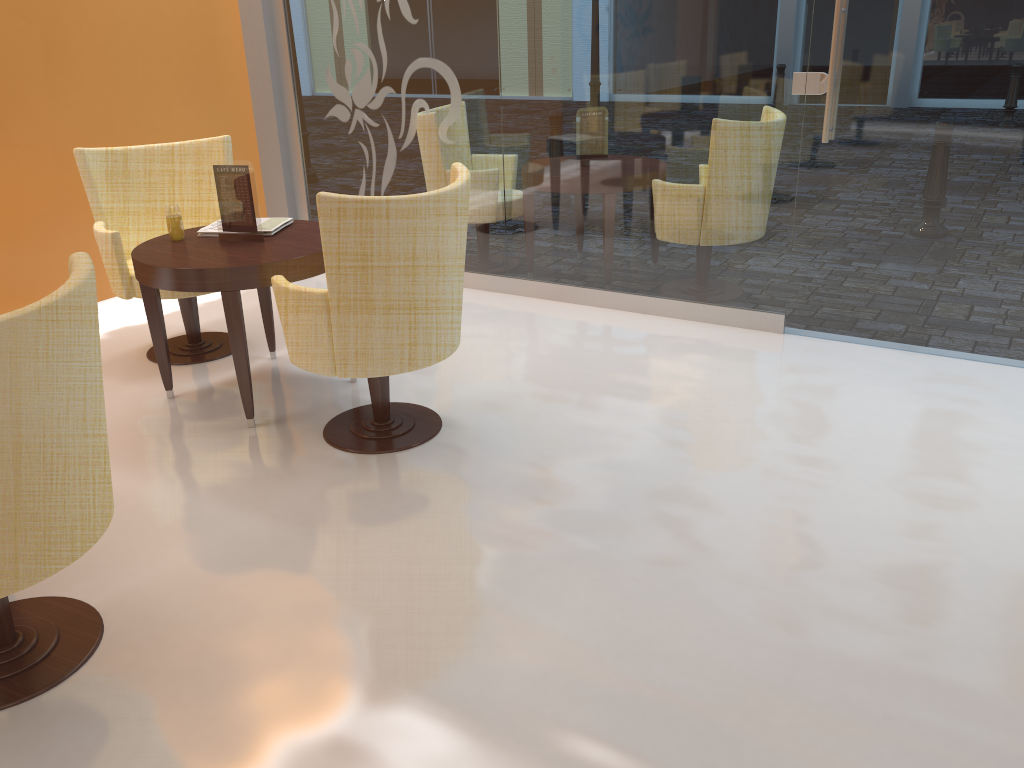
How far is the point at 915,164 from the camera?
3.9 meters

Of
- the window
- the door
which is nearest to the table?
the window

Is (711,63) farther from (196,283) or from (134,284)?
(134,284)

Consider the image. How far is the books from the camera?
3.8m

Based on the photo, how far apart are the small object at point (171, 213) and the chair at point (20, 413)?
1.68m

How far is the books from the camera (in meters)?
3.83

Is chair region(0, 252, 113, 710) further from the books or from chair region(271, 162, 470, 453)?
the books

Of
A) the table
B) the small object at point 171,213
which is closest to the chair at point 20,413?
the table

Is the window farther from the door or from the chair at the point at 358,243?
the chair at the point at 358,243

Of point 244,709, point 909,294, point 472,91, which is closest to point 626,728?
point 244,709
